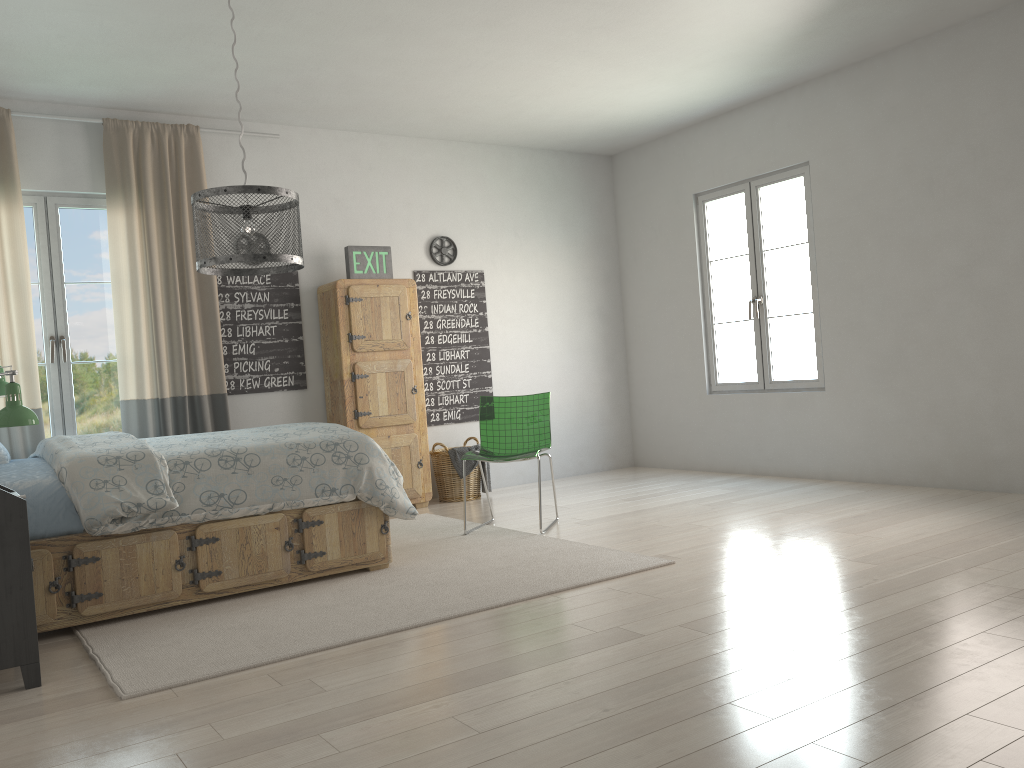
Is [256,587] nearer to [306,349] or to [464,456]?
[464,456]

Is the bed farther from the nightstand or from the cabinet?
the cabinet

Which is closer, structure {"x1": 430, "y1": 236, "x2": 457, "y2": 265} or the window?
the window

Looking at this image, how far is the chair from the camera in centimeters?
510cm

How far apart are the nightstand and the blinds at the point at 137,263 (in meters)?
2.20

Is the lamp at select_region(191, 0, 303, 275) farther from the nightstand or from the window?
the window

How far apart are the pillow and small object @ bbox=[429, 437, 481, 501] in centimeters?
296cm

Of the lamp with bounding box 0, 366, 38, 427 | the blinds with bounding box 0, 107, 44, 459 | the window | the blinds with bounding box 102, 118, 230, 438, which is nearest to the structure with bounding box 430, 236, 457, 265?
the blinds with bounding box 102, 118, 230, 438

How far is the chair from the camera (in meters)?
5.10

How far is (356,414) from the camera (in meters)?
5.81
